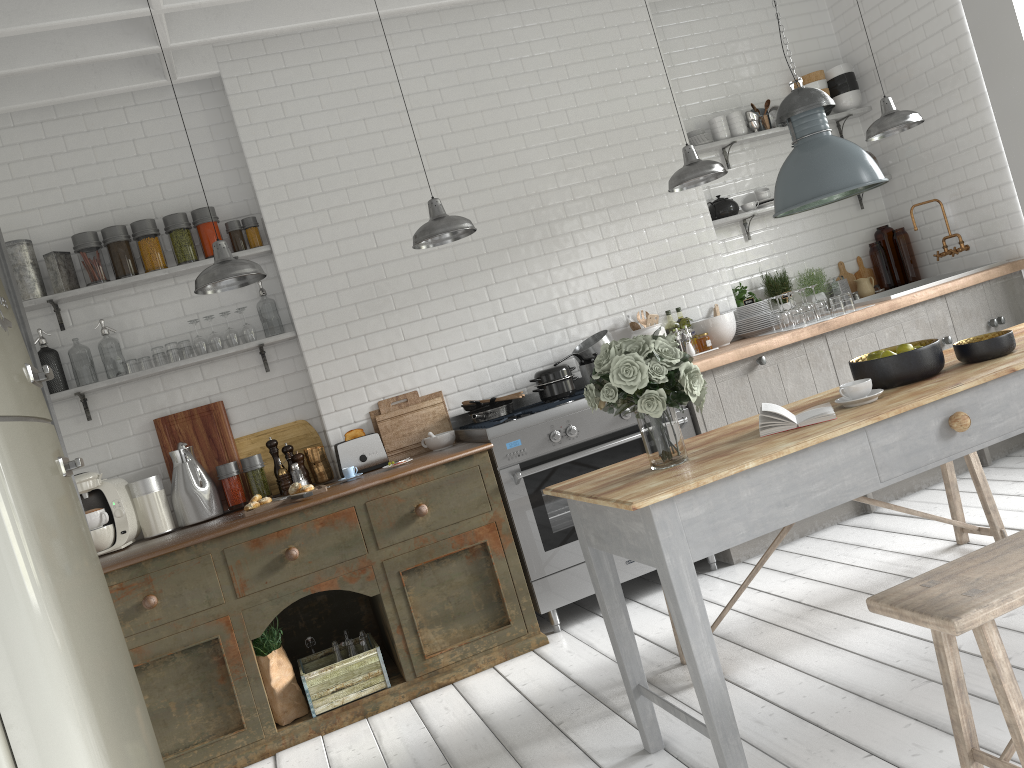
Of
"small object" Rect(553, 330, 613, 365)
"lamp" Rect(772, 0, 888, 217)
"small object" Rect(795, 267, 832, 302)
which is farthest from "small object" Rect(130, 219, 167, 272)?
"small object" Rect(795, 267, 832, 302)

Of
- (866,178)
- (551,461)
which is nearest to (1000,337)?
(866,178)

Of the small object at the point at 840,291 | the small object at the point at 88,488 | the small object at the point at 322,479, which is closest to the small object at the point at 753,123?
the small object at the point at 840,291

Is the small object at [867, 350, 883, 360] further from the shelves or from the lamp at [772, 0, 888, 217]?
the shelves

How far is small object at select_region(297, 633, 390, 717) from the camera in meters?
4.9 m

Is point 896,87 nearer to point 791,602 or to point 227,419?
point 791,602

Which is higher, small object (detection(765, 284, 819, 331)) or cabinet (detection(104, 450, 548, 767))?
small object (detection(765, 284, 819, 331))

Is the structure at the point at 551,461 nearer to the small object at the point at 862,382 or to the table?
the table

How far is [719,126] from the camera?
6.9m

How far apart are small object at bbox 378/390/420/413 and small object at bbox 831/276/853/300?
3.5 meters
